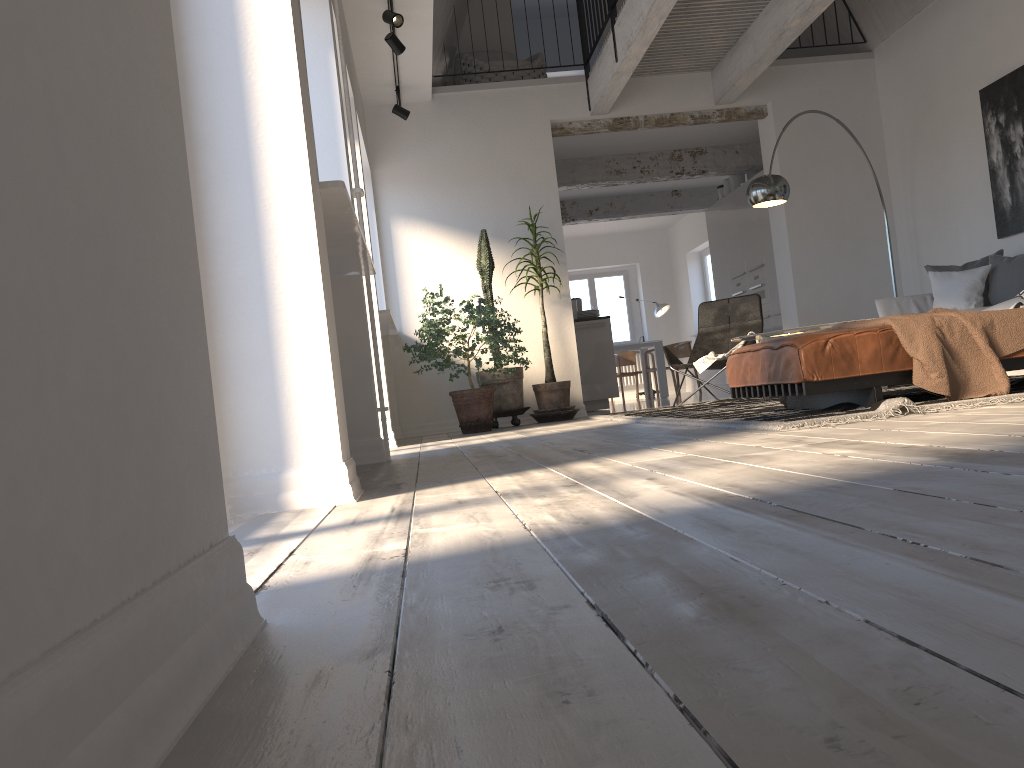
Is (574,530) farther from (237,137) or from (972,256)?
(972,256)

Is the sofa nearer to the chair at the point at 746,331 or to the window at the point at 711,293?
the chair at the point at 746,331

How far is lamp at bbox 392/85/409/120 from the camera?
7.49m

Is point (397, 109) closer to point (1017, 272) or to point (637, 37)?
point (637, 37)

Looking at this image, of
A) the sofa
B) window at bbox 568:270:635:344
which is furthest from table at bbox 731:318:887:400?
window at bbox 568:270:635:344

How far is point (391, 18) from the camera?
5.7 meters

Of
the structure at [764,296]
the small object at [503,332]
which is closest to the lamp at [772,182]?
the small object at [503,332]

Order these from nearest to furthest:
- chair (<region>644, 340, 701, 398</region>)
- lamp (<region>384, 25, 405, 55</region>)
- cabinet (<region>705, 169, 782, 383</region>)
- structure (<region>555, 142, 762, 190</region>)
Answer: lamp (<region>384, 25, 405, 55</region>)
cabinet (<region>705, 169, 782, 383</region>)
structure (<region>555, 142, 762, 190</region>)
chair (<region>644, 340, 701, 398</region>)

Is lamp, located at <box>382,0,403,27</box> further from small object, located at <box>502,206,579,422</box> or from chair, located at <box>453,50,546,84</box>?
chair, located at <box>453,50,546,84</box>

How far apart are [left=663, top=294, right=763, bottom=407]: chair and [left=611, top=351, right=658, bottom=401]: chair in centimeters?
680cm
